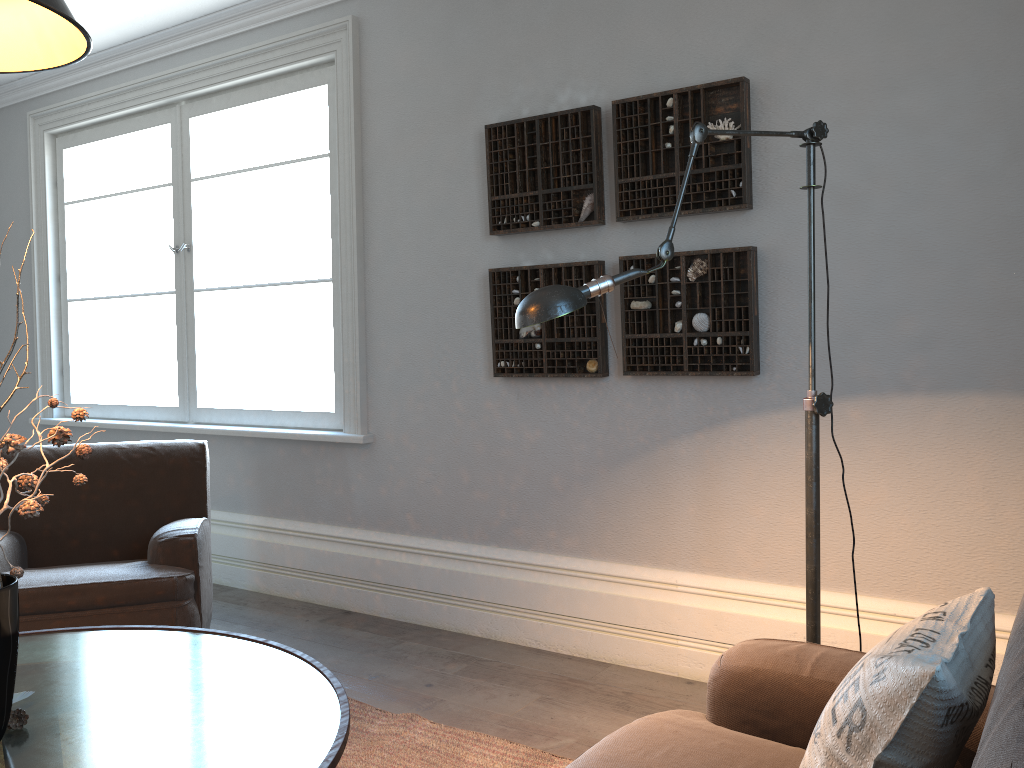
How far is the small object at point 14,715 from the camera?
1.53m

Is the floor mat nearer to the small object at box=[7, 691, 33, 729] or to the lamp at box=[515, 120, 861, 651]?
the lamp at box=[515, 120, 861, 651]

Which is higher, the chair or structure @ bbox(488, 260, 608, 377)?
structure @ bbox(488, 260, 608, 377)

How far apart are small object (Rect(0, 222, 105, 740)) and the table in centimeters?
3cm

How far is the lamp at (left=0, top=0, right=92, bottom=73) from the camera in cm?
154

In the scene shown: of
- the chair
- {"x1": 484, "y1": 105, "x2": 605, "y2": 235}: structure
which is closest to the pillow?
{"x1": 484, "y1": 105, "x2": 605, "y2": 235}: structure

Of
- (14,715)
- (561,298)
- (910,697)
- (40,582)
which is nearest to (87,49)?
(561,298)

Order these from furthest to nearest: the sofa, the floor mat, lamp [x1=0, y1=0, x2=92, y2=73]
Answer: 1. the floor mat
2. lamp [x1=0, y1=0, x2=92, y2=73]
3. the sofa

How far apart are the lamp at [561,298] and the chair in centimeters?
165cm

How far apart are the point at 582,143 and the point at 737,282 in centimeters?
76cm
